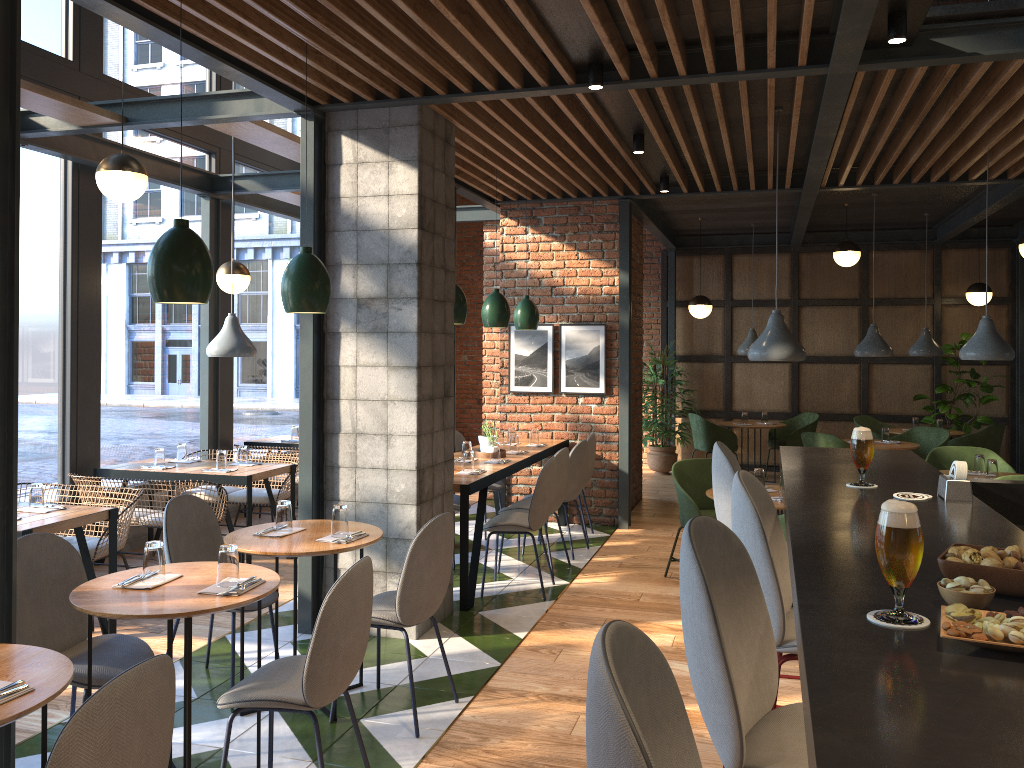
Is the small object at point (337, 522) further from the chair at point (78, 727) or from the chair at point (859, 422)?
the chair at point (859, 422)

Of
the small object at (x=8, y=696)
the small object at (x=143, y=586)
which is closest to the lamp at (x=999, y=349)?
the small object at (x=143, y=586)

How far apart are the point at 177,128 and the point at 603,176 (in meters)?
3.58

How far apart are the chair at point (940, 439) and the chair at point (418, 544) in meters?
6.4

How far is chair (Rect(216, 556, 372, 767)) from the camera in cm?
285

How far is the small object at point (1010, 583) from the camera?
1.48m

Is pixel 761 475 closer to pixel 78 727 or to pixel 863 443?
pixel 863 443

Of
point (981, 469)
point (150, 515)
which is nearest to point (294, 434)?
point (150, 515)

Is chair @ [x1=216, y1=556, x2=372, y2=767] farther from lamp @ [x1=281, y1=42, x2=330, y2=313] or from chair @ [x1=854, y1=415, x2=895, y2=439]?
chair @ [x1=854, y1=415, x2=895, y2=439]

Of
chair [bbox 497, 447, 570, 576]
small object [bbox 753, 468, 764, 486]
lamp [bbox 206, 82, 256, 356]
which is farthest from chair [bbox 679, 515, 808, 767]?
lamp [bbox 206, 82, 256, 356]
